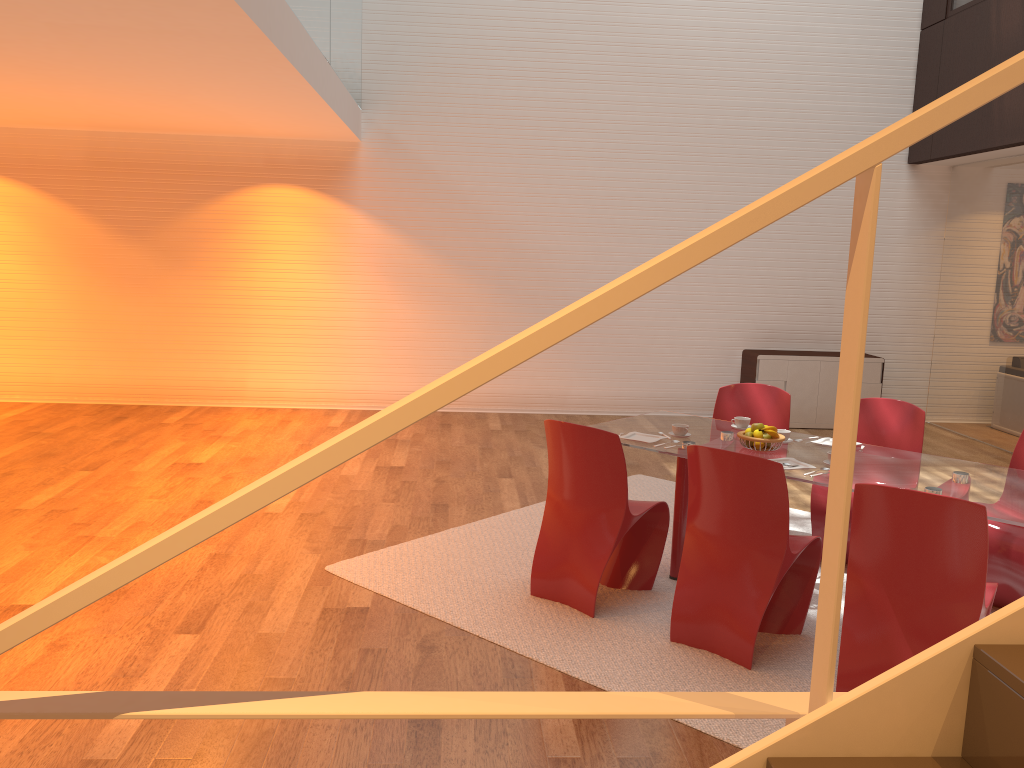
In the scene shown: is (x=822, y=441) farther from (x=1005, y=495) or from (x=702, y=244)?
(x=702, y=244)

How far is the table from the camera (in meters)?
3.72

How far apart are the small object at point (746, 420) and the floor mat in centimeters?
84cm

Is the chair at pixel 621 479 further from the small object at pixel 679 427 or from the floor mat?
the small object at pixel 679 427

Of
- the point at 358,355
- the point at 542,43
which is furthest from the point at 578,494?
the point at 542,43

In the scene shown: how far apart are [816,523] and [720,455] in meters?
1.6 m

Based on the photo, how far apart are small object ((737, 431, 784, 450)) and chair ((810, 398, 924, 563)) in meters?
0.7 m

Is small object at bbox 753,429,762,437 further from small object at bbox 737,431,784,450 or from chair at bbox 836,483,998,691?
chair at bbox 836,483,998,691

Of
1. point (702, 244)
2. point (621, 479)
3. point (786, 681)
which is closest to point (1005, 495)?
point (786, 681)

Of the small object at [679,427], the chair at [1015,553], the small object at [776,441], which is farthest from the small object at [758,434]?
the chair at [1015,553]
